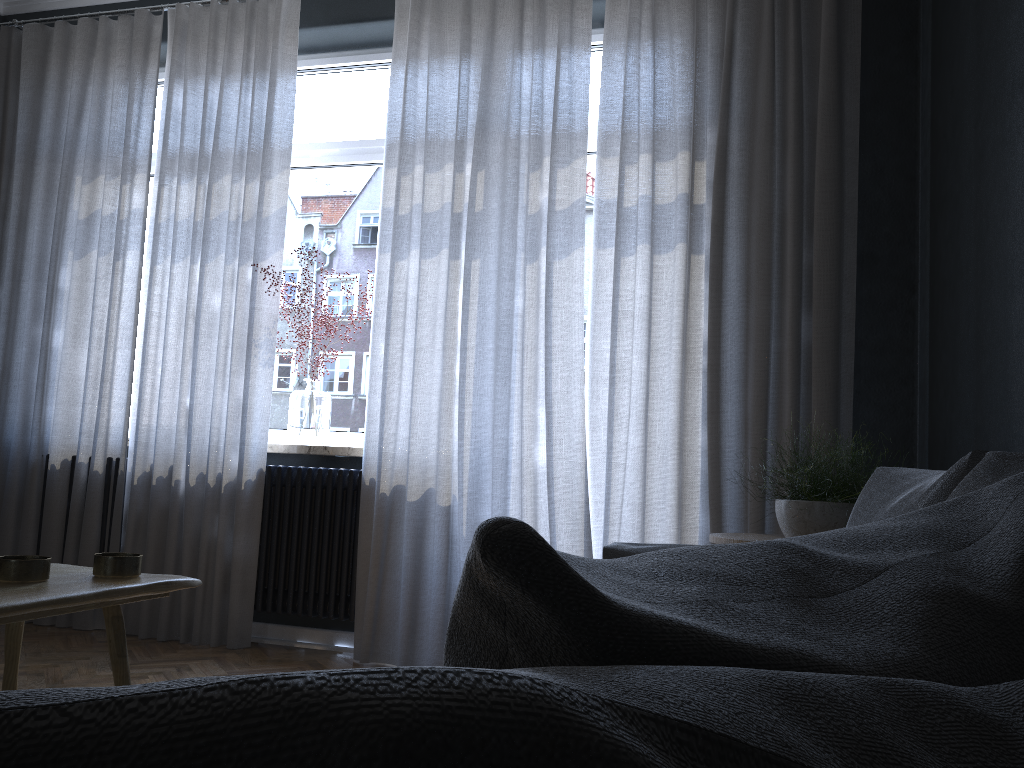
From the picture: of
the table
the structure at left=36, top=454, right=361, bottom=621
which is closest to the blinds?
the structure at left=36, top=454, right=361, bottom=621

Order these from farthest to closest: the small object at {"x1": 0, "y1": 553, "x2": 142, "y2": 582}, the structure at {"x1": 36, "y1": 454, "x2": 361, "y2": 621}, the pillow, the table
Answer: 1. the structure at {"x1": 36, "y1": 454, "x2": 361, "y2": 621}
2. the small object at {"x1": 0, "y1": 553, "x2": 142, "y2": 582}
3. the table
4. the pillow

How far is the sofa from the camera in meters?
0.9 m

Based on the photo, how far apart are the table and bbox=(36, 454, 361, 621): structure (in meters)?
2.06

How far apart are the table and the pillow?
0.8m

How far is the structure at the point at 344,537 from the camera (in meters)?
3.52

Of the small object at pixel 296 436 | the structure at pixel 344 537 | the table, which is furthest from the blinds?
the table

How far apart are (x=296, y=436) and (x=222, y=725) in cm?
365

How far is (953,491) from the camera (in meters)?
0.95

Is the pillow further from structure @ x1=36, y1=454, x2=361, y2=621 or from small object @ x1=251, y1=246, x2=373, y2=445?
small object @ x1=251, y1=246, x2=373, y2=445
